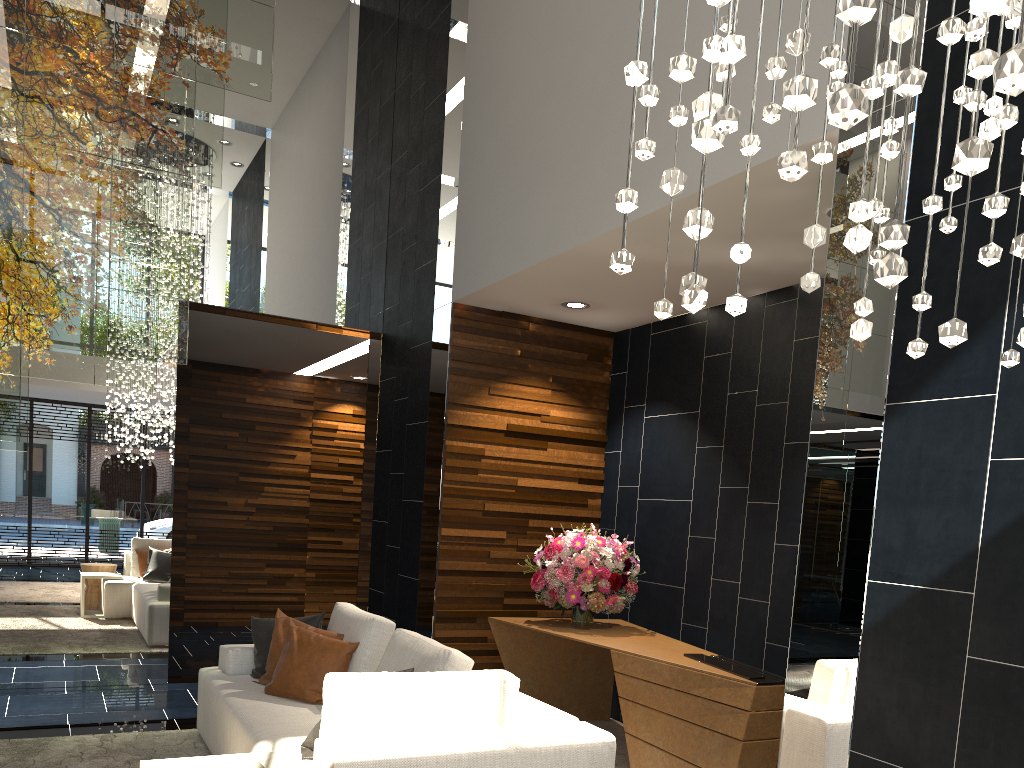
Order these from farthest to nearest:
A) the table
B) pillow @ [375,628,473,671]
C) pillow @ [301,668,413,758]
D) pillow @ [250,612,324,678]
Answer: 1. pillow @ [250,612,324,678]
2. pillow @ [375,628,473,671]
3. pillow @ [301,668,413,758]
4. the table

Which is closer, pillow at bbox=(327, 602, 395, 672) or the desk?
the desk

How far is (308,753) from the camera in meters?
3.2 m

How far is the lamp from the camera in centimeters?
85cm

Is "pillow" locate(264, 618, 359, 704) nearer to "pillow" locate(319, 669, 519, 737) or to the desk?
the desk

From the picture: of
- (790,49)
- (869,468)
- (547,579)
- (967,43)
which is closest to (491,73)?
(547,579)

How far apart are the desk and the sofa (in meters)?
1.02

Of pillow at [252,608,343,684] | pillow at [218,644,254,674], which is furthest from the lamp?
pillow at [218,644,254,674]

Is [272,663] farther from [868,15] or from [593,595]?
[868,15]

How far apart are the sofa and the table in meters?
0.1
